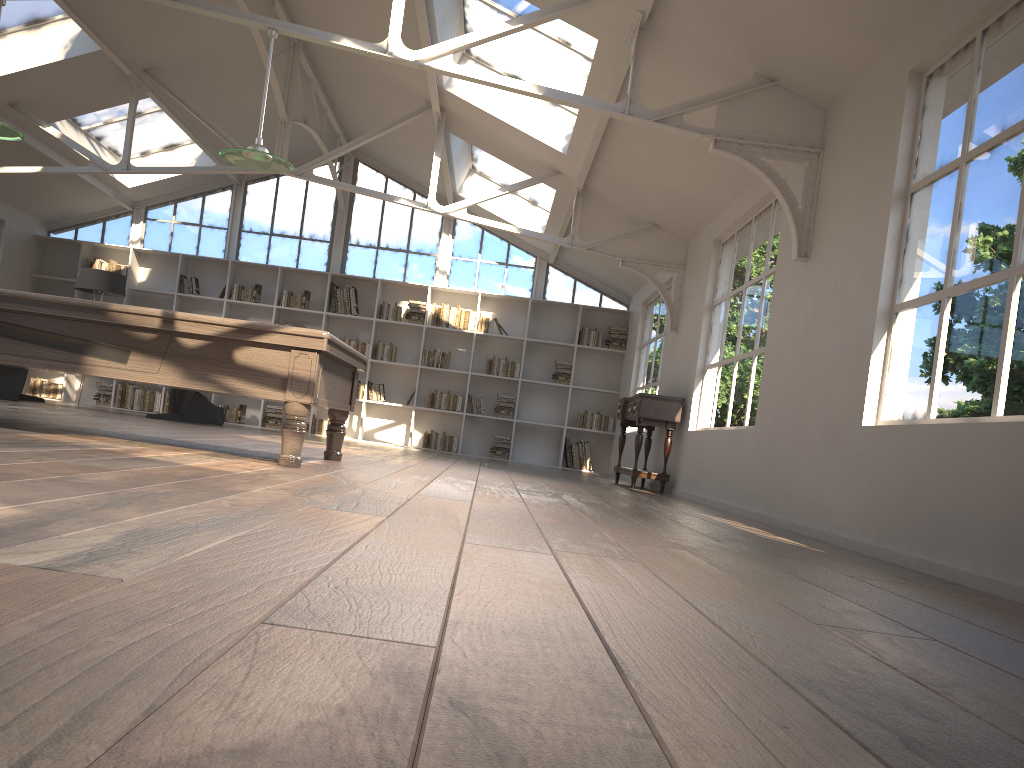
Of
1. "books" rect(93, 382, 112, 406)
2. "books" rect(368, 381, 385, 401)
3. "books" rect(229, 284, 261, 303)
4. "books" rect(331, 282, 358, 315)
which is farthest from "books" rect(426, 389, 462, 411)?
"books" rect(93, 382, 112, 406)

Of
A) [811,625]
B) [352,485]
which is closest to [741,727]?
[811,625]

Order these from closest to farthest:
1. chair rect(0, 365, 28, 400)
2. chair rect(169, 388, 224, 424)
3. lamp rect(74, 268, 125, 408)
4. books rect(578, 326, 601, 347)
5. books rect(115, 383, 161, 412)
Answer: chair rect(0, 365, 28, 400) < chair rect(169, 388, 224, 424) < lamp rect(74, 268, 125, 408) < books rect(115, 383, 161, 412) < books rect(578, 326, 601, 347)

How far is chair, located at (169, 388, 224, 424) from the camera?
10.7 meters

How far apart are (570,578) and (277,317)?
11.2m

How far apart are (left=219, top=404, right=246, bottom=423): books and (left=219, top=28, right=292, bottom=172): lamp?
7.29m

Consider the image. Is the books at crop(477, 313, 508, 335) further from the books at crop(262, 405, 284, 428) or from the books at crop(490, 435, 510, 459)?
the books at crop(262, 405, 284, 428)

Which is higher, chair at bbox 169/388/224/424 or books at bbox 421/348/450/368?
books at bbox 421/348/450/368

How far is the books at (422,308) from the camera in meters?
12.6

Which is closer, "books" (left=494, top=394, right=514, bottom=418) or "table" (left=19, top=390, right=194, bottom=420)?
"table" (left=19, top=390, right=194, bottom=420)
